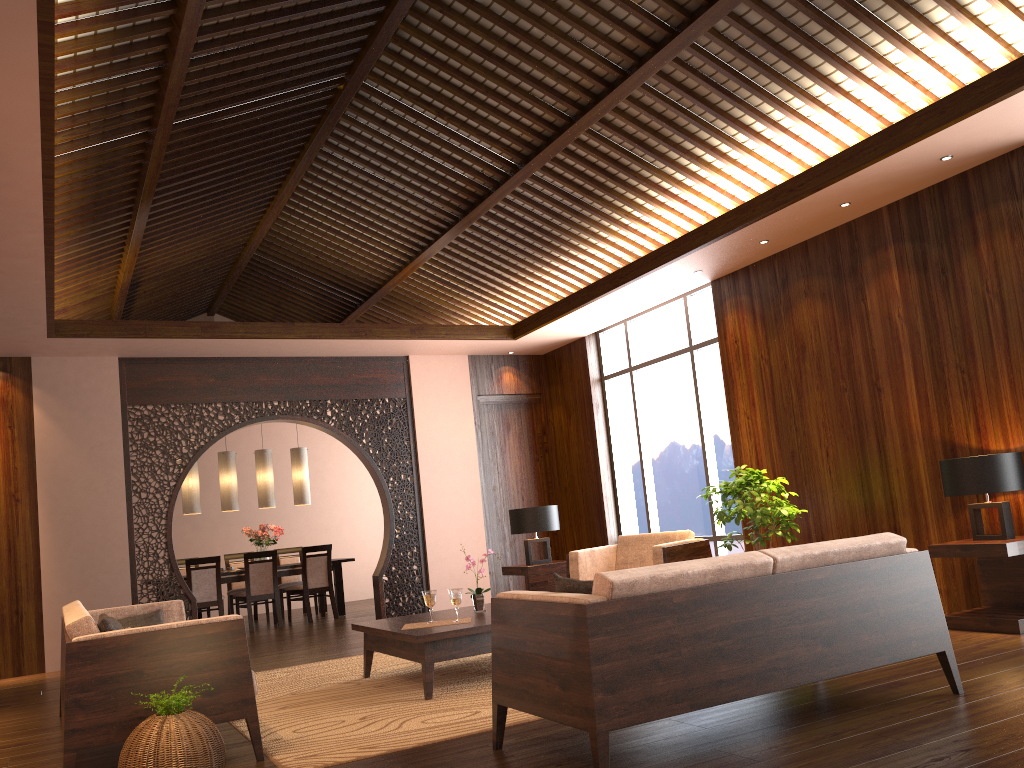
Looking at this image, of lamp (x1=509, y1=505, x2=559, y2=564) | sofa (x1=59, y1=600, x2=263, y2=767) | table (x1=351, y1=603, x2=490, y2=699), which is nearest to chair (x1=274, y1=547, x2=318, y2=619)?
lamp (x1=509, y1=505, x2=559, y2=564)

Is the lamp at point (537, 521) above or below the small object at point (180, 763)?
above

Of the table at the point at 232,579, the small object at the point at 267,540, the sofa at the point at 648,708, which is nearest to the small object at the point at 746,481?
the sofa at the point at 648,708

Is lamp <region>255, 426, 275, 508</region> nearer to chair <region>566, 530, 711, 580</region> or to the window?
the window

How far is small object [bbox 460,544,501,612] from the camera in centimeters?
556cm

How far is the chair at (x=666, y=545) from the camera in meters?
6.4

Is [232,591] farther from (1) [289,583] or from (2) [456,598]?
(2) [456,598]

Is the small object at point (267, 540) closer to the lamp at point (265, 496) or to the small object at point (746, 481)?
the lamp at point (265, 496)

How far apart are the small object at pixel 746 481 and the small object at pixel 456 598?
2.25m

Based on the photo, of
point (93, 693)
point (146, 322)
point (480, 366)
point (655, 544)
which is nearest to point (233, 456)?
point (146, 322)
